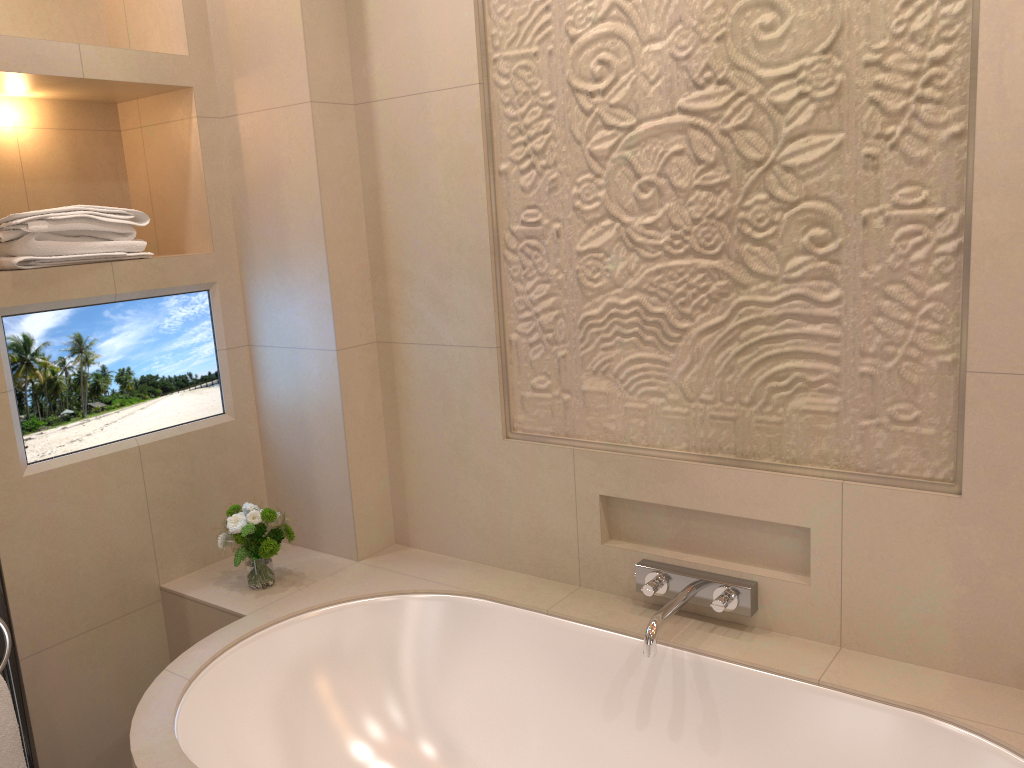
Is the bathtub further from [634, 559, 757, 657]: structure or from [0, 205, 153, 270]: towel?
[0, 205, 153, 270]: towel

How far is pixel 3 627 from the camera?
2.0m

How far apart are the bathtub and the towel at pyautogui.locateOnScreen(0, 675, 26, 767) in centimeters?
40cm

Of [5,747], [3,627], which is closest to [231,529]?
[3,627]

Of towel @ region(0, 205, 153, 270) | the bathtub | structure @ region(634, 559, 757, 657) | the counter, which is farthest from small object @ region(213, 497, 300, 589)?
structure @ region(634, 559, 757, 657)

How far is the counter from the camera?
2.1m

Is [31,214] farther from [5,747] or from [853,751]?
[853,751]

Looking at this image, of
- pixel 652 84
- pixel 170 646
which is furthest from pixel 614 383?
pixel 170 646

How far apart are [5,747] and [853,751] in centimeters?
182cm

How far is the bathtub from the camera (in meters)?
1.68
